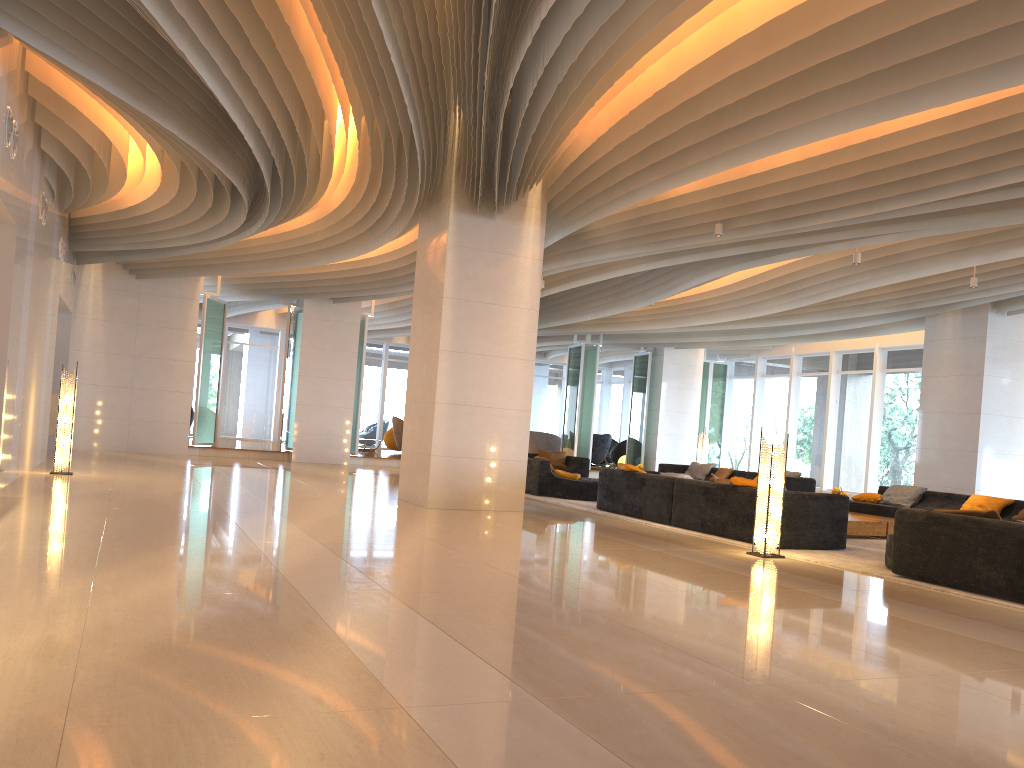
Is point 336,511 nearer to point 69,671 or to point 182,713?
point 69,671

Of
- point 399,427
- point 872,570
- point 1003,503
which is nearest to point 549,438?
point 399,427

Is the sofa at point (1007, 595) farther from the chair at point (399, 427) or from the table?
the chair at point (399, 427)

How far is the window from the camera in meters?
19.3

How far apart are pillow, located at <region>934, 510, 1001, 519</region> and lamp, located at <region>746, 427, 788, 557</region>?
1.7m

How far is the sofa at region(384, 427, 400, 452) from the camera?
24.8 meters

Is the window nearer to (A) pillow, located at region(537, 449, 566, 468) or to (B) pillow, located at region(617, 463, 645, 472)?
(A) pillow, located at region(537, 449, 566, 468)

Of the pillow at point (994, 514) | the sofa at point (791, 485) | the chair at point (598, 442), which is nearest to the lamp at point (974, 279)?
the sofa at point (791, 485)

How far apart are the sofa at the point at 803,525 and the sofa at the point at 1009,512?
4.08m

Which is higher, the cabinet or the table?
the cabinet
